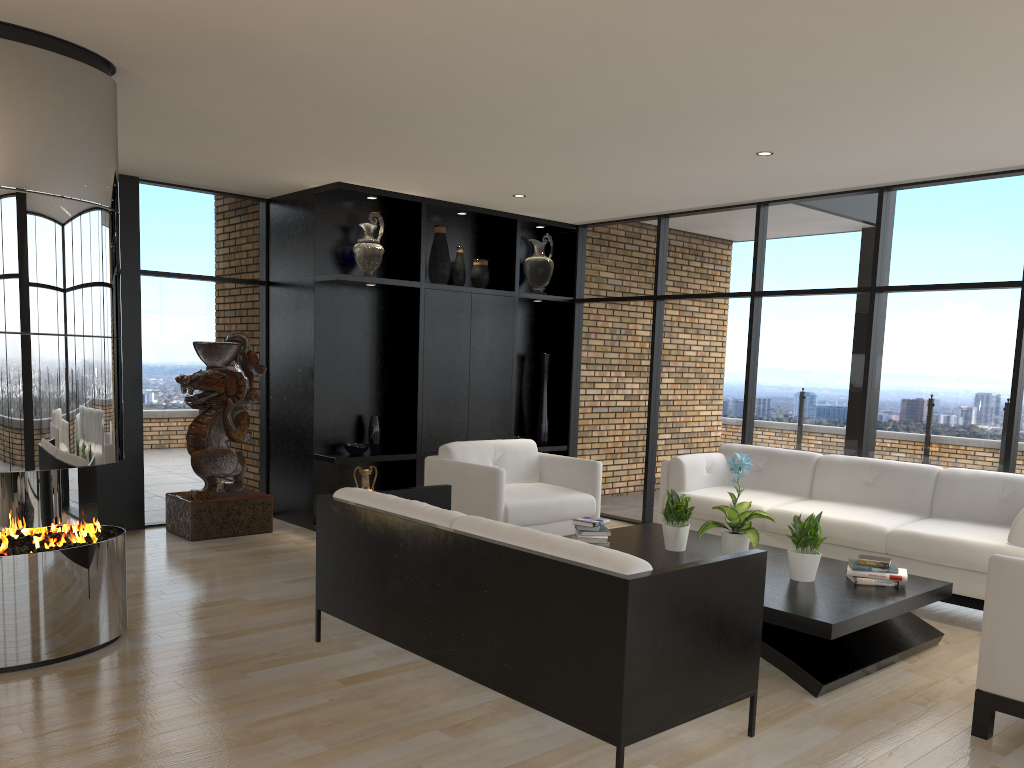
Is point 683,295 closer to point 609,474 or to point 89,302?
point 609,474

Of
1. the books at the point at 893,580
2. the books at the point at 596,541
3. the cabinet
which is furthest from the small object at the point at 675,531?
the cabinet

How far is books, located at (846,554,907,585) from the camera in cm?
448

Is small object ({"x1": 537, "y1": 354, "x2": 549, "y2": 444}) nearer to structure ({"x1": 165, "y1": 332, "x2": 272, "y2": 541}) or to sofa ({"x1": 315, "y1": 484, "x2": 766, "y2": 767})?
structure ({"x1": 165, "y1": 332, "x2": 272, "y2": 541})

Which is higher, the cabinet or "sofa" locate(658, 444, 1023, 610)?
the cabinet

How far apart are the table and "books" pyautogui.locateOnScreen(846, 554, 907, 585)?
0.0m

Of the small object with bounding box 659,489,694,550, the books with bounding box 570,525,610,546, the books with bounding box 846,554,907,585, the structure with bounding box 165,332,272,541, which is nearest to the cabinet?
the structure with bounding box 165,332,272,541

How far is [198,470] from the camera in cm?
669

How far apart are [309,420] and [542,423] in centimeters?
236cm

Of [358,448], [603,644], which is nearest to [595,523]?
[603,644]
